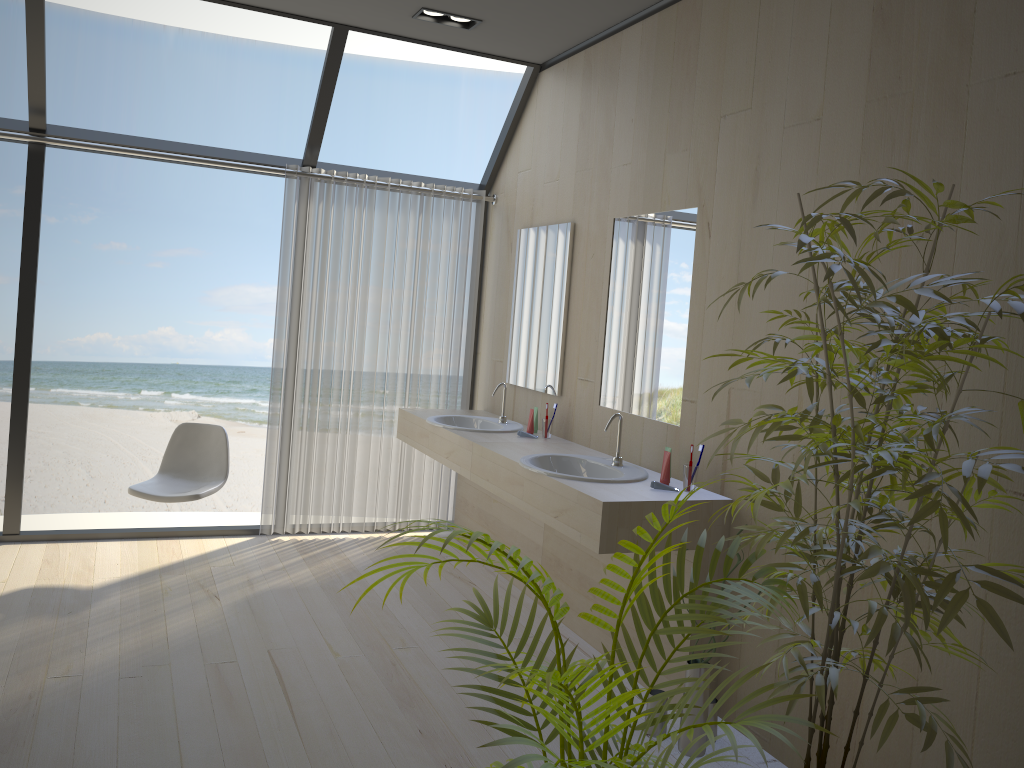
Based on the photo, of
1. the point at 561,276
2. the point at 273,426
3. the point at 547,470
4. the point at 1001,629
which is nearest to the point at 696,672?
the point at 547,470

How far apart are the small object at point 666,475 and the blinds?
2.2 meters

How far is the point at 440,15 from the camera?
4.16m

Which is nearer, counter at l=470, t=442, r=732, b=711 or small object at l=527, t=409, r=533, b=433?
counter at l=470, t=442, r=732, b=711

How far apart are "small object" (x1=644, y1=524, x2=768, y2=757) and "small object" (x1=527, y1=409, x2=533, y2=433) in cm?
163

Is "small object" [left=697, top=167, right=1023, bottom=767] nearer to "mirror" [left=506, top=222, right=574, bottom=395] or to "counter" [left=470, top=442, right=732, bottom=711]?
"counter" [left=470, top=442, right=732, bottom=711]

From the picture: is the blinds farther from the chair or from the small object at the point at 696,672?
the small object at the point at 696,672

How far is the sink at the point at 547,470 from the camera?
3.4m

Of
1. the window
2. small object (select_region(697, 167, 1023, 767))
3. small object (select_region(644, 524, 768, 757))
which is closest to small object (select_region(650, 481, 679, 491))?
small object (select_region(644, 524, 768, 757))

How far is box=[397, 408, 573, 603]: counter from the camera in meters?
4.3 m
